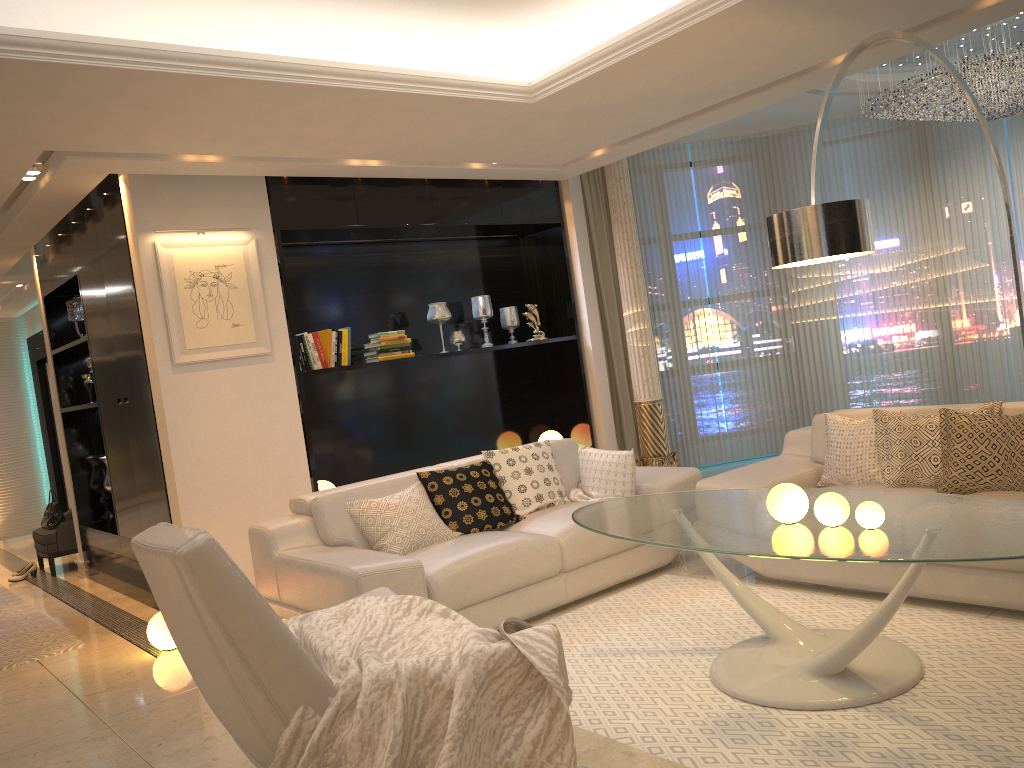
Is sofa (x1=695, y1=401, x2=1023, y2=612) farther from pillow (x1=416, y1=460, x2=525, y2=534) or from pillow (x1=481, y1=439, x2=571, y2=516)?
pillow (x1=416, y1=460, x2=525, y2=534)

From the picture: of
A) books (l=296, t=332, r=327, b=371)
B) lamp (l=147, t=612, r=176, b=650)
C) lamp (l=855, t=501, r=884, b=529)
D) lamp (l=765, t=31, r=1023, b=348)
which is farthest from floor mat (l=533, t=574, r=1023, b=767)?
books (l=296, t=332, r=327, b=371)

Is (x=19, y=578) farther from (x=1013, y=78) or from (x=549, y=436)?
(x=1013, y=78)

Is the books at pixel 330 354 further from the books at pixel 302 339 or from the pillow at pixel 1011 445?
the pillow at pixel 1011 445

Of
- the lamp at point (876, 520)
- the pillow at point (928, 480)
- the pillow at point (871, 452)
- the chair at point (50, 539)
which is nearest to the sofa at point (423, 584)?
the pillow at point (871, 452)

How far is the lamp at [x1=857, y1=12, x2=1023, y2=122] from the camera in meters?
5.7

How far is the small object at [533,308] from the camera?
7.0m

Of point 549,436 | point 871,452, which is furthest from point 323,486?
point 871,452

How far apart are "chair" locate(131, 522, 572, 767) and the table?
0.7m

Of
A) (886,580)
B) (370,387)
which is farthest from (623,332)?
(886,580)
